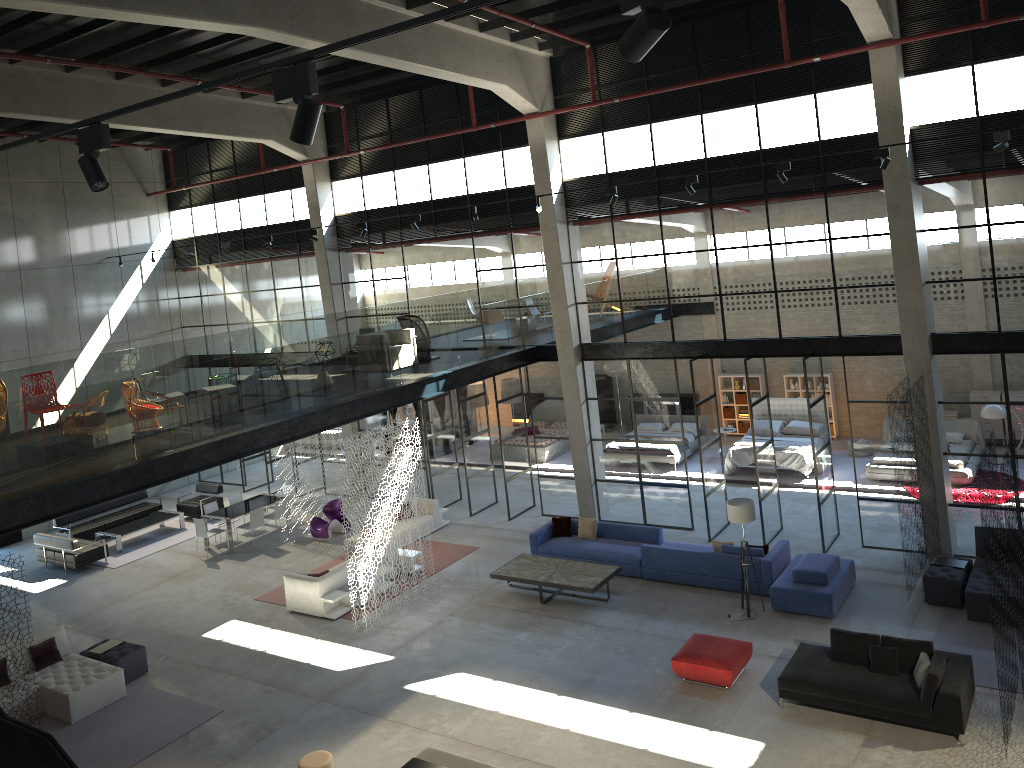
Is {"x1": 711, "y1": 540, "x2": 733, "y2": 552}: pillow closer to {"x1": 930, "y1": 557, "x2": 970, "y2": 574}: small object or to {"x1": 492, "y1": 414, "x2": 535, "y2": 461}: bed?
{"x1": 930, "y1": 557, "x2": 970, "y2": 574}: small object

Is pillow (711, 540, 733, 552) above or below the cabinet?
below

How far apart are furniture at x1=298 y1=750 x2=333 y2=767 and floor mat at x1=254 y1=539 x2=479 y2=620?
5.0 meters

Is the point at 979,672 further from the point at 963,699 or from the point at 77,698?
the point at 77,698

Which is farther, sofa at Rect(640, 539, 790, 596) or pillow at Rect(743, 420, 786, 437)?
pillow at Rect(743, 420, 786, 437)

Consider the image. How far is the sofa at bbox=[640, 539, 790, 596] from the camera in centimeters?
1477cm

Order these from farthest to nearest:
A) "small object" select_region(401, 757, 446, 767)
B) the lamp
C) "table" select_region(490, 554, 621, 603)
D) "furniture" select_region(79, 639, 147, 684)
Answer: "table" select_region(490, 554, 621, 603)
"furniture" select_region(79, 639, 147, 684)
the lamp
"small object" select_region(401, 757, 446, 767)

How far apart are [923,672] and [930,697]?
0.4m

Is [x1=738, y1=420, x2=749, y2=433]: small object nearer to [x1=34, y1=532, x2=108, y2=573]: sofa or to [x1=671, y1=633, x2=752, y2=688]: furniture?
[x1=671, y1=633, x2=752, y2=688]: furniture

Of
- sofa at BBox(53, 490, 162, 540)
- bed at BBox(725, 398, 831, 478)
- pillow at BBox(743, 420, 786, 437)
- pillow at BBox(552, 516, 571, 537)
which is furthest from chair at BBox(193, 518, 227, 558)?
pillow at BBox(743, 420, 786, 437)
